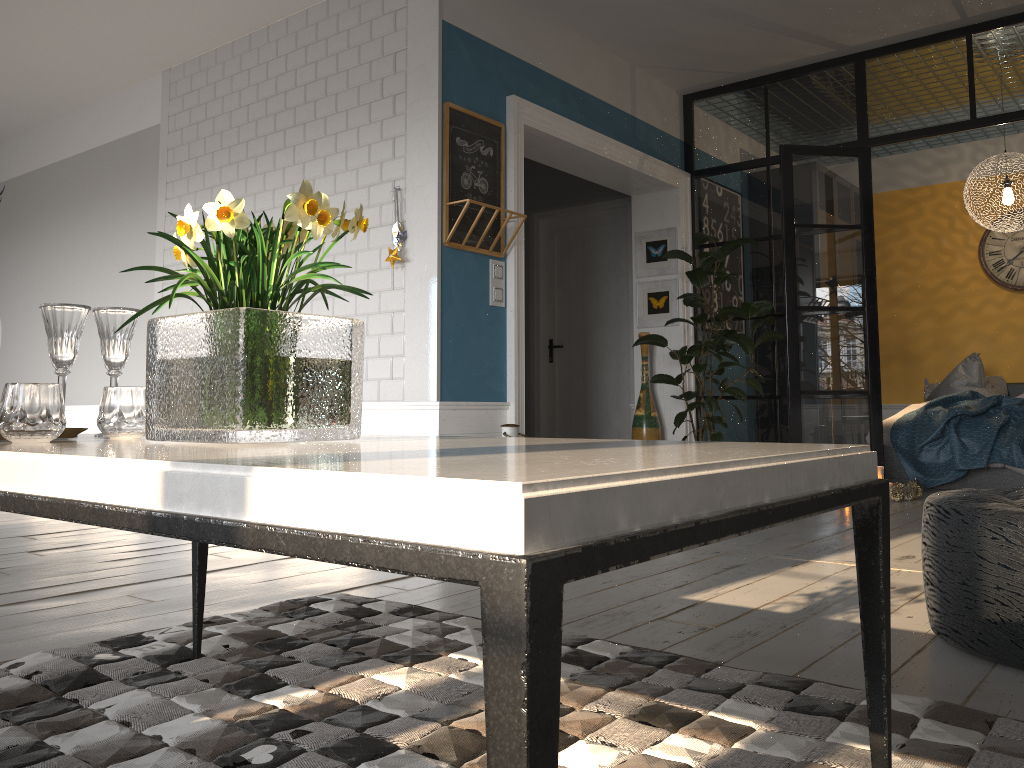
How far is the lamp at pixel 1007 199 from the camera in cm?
651

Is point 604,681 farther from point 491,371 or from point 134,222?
point 134,222

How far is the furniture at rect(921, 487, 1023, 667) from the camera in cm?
187

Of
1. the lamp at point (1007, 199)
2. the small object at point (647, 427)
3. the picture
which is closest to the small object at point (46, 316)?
the small object at point (647, 427)

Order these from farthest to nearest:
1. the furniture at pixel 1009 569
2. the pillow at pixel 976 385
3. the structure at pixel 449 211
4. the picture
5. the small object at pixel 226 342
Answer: the pillow at pixel 976 385, the picture, the structure at pixel 449 211, the furniture at pixel 1009 569, the small object at pixel 226 342

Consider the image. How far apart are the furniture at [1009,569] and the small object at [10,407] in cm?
172

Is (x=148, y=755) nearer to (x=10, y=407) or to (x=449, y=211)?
(x=10, y=407)

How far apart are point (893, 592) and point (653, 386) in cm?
408

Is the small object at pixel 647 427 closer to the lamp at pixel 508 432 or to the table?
the lamp at pixel 508 432

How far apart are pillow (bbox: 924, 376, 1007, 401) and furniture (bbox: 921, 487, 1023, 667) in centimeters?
590cm
